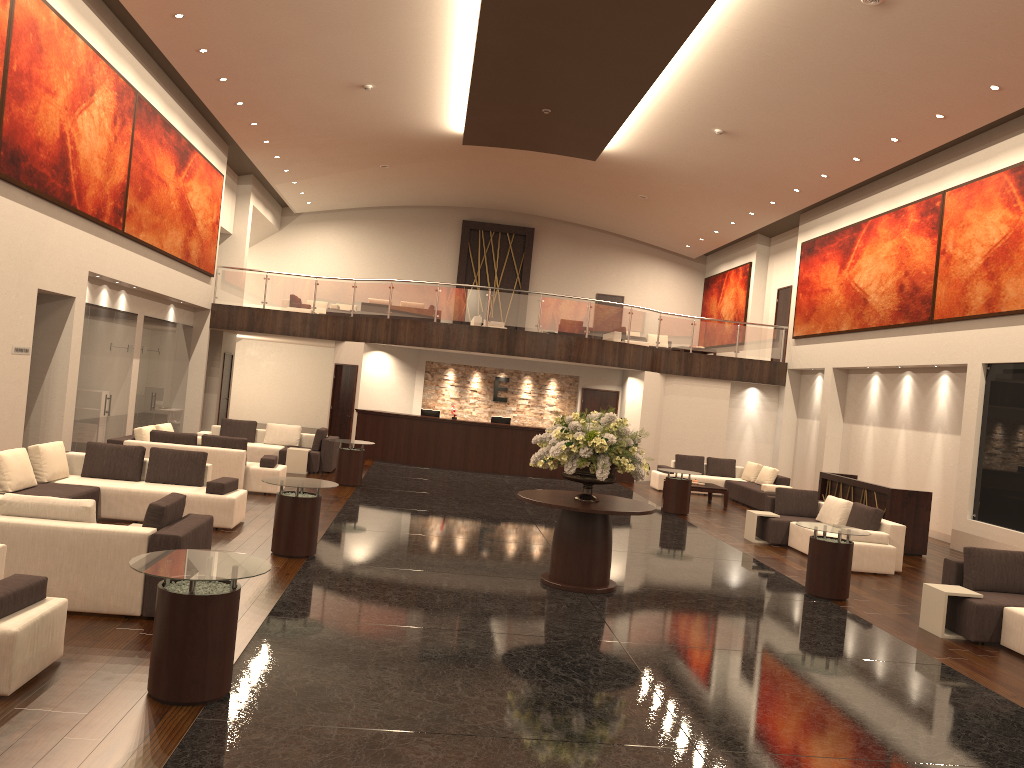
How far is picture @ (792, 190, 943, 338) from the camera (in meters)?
17.23

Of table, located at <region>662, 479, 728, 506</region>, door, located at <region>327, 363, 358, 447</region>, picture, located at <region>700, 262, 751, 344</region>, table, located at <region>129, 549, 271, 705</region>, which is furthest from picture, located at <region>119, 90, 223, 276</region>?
picture, located at <region>700, 262, 751, 344</region>

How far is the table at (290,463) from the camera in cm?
1708

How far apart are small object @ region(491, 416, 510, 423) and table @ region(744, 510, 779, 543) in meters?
8.4

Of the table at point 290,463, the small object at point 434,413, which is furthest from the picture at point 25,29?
the small object at point 434,413

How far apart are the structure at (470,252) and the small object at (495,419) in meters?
10.3 m

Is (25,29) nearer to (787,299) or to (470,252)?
(787,299)

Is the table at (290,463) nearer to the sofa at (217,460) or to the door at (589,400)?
the sofa at (217,460)

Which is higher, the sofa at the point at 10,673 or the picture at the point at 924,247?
the picture at the point at 924,247

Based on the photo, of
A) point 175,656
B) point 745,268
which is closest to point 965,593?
point 175,656
